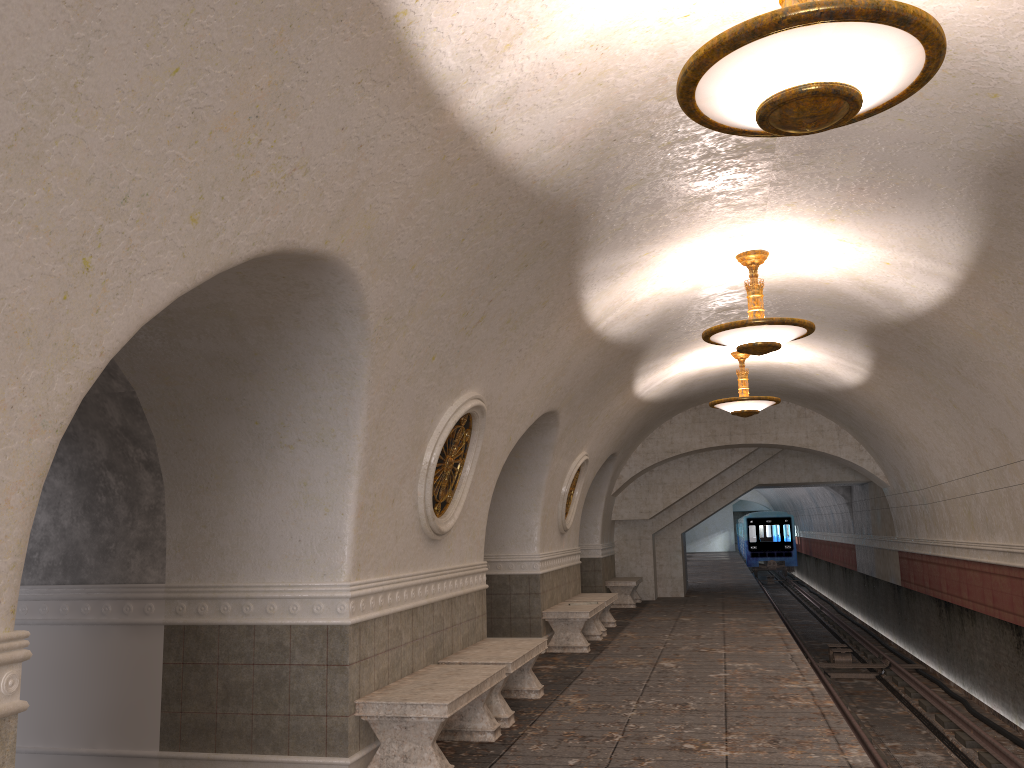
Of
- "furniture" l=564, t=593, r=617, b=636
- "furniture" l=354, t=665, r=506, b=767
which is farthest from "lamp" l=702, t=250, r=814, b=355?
"furniture" l=564, t=593, r=617, b=636

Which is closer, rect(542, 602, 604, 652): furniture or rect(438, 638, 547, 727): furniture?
rect(438, 638, 547, 727): furniture

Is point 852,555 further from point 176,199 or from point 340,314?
point 176,199

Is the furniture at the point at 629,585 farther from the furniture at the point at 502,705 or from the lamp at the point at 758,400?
the furniture at the point at 502,705

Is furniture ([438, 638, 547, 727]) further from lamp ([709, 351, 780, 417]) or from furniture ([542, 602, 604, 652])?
lamp ([709, 351, 780, 417])

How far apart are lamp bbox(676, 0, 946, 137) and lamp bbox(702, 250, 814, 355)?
3.89m

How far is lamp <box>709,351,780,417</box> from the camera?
12.4 meters

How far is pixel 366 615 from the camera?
5.7 meters

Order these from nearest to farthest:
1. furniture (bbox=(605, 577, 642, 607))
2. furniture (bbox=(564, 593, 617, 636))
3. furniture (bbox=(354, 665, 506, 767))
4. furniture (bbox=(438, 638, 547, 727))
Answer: furniture (bbox=(354, 665, 506, 767)) < furniture (bbox=(438, 638, 547, 727)) < furniture (bbox=(564, 593, 617, 636)) < furniture (bbox=(605, 577, 642, 607))

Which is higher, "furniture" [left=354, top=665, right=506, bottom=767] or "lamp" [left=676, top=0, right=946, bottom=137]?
"lamp" [left=676, top=0, right=946, bottom=137]
